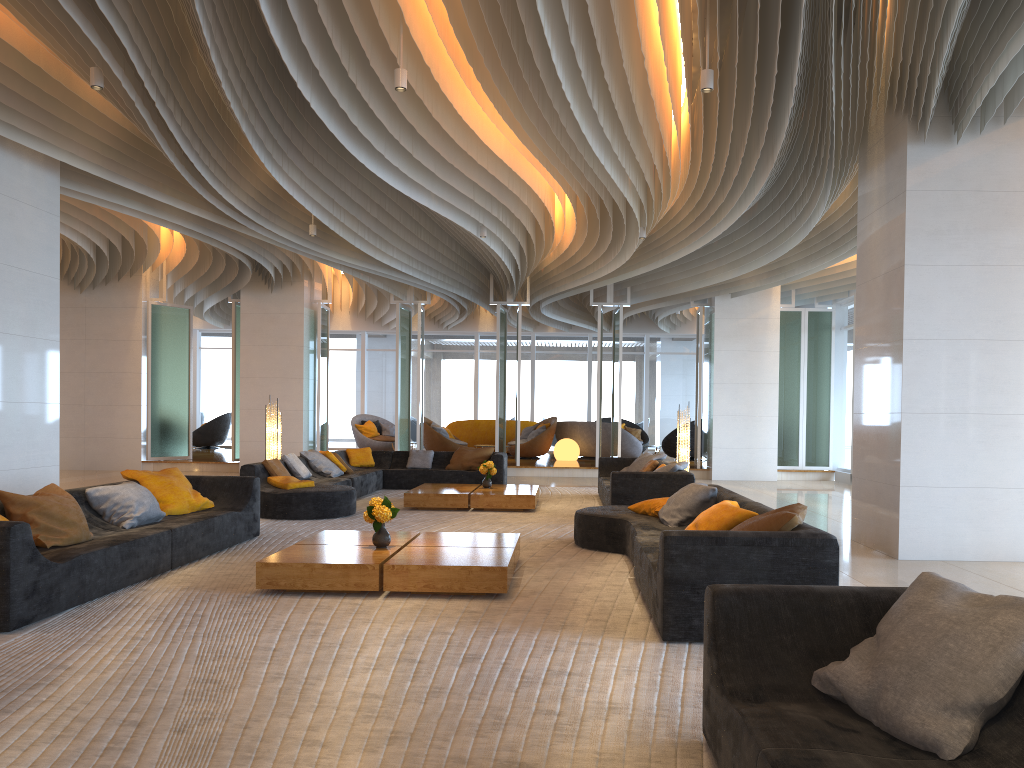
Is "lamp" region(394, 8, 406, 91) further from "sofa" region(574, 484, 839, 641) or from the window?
the window

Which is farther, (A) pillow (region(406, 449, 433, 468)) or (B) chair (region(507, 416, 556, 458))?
(B) chair (region(507, 416, 556, 458))

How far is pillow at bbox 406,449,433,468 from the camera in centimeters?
1422cm

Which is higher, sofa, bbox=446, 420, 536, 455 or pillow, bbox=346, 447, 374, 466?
sofa, bbox=446, 420, 536, 455

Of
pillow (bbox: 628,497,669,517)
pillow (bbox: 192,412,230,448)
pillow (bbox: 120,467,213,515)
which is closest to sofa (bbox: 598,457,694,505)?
pillow (bbox: 628,497,669,517)

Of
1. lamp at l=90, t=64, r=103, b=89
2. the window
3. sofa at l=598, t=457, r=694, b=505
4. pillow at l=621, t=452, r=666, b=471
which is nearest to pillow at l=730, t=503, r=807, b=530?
sofa at l=598, t=457, r=694, b=505

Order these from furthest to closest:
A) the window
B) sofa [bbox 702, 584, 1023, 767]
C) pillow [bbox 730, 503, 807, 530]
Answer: the window → pillow [bbox 730, 503, 807, 530] → sofa [bbox 702, 584, 1023, 767]

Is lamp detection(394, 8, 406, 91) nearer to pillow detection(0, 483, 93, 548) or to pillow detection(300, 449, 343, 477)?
pillow detection(0, 483, 93, 548)

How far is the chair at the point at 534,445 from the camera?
20.09m

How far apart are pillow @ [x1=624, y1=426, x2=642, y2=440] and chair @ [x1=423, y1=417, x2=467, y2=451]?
4.9m
